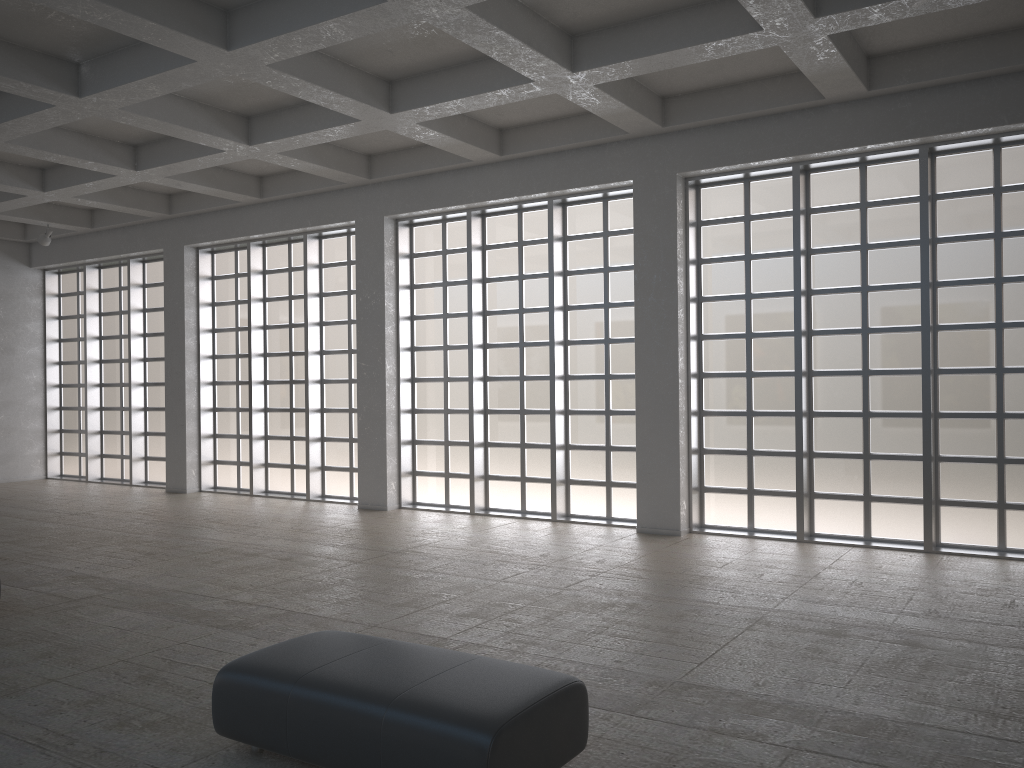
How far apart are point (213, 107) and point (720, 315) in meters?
11.8

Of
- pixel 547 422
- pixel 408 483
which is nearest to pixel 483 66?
pixel 547 422
